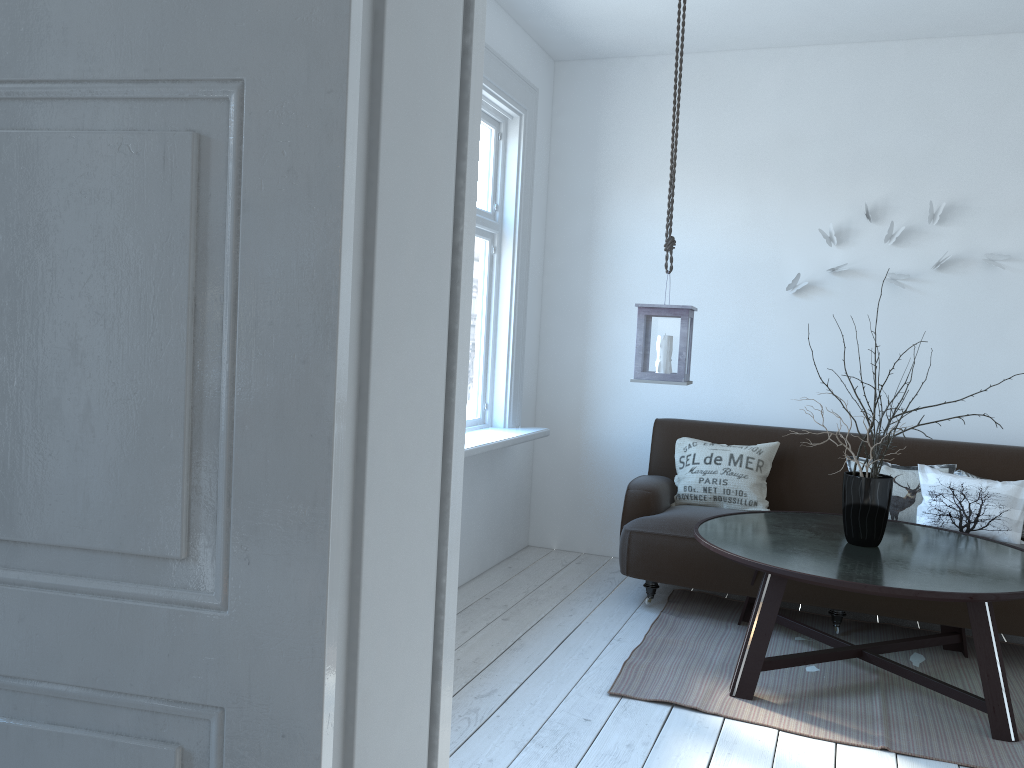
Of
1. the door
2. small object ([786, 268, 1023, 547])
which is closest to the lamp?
small object ([786, 268, 1023, 547])

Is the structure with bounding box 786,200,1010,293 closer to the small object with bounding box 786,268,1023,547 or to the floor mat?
the small object with bounding box 786,268,1023,547

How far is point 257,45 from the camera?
1.0m

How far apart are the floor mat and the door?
1.86m

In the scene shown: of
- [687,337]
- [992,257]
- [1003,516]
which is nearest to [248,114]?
[687,337]

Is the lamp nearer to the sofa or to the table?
the table

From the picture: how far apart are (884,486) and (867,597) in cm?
63

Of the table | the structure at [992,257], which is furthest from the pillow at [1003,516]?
the structure at [992,257]

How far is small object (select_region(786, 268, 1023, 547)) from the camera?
3.3m

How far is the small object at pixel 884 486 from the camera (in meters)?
3.31
